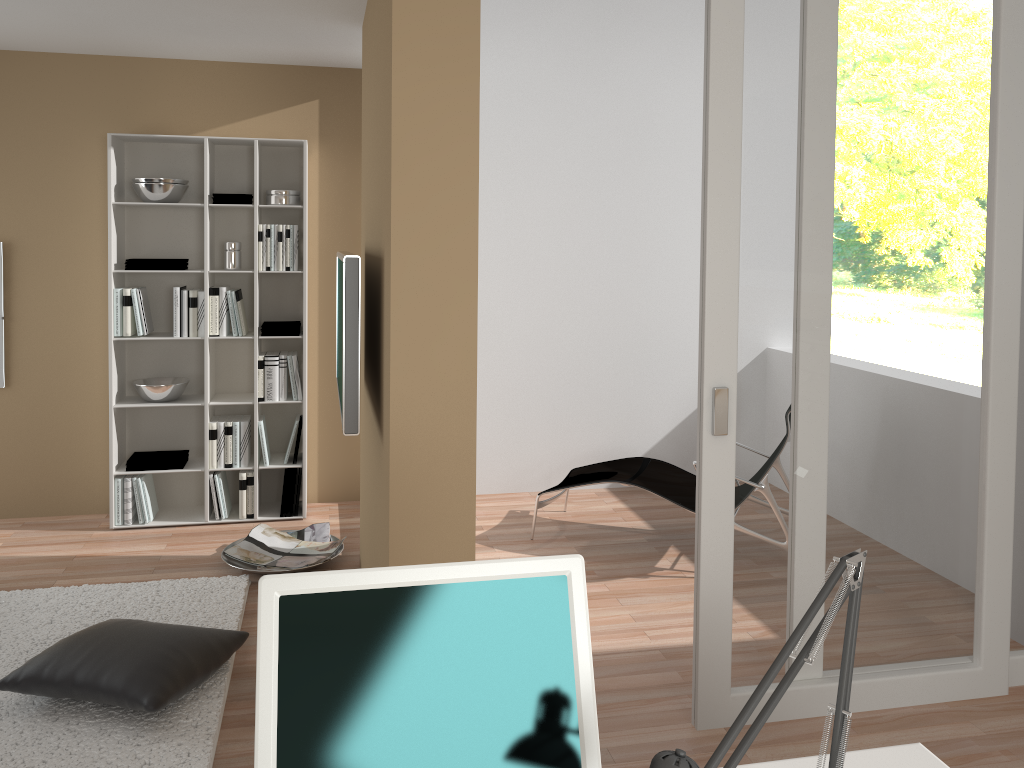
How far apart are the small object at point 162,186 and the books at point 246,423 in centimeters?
126cm

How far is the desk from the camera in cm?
159

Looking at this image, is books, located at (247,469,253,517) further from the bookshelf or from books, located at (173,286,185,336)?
books, located at (173,286,185,336)

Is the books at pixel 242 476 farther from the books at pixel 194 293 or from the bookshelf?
the books at pixel 194 293

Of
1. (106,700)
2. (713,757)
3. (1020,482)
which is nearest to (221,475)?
(106,700)

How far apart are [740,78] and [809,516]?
1.5m

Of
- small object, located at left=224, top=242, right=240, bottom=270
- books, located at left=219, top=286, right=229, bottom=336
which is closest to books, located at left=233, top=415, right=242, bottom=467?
books, located at left=219, top=286, right=229, bottom=336

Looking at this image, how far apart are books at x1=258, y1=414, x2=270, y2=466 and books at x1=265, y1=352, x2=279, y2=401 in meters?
0.1

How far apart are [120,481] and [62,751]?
2.3 meters

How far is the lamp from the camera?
1.1m
